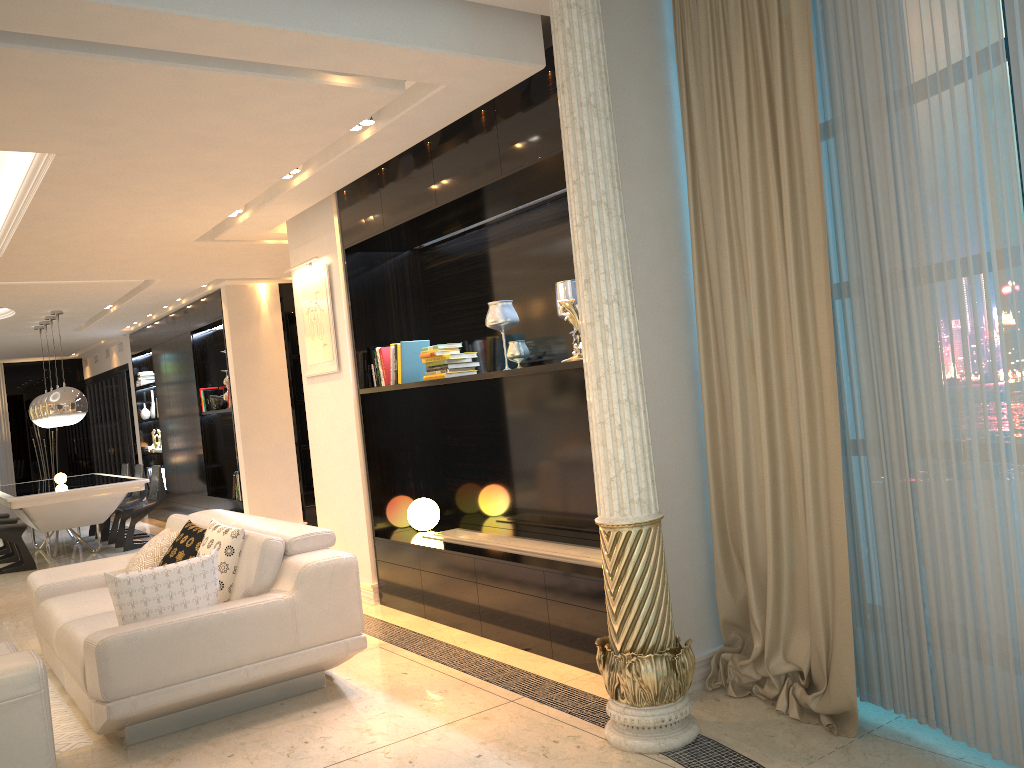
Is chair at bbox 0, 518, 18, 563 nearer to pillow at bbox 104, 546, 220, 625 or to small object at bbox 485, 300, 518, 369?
pillow at bbox 104, 546, 220, 625

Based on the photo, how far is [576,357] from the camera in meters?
4.0 m

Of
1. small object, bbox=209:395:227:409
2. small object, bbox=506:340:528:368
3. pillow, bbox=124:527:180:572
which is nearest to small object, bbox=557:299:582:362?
small object, bbox=506:340:528:368

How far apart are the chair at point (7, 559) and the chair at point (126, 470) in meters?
Answer: 1.3 m

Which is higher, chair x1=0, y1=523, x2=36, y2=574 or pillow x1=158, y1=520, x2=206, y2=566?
pillow x1=158, y1=520, x2=206, y2=566

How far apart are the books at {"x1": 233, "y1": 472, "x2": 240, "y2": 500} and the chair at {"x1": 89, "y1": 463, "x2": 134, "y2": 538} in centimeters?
271cm

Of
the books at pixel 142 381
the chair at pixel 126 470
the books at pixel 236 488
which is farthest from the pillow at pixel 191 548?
the books at pixel 142 381

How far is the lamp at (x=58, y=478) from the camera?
9.9m

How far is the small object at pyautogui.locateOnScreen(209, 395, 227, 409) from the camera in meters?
9.6

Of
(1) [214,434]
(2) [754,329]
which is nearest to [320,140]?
(2) [754,329]
